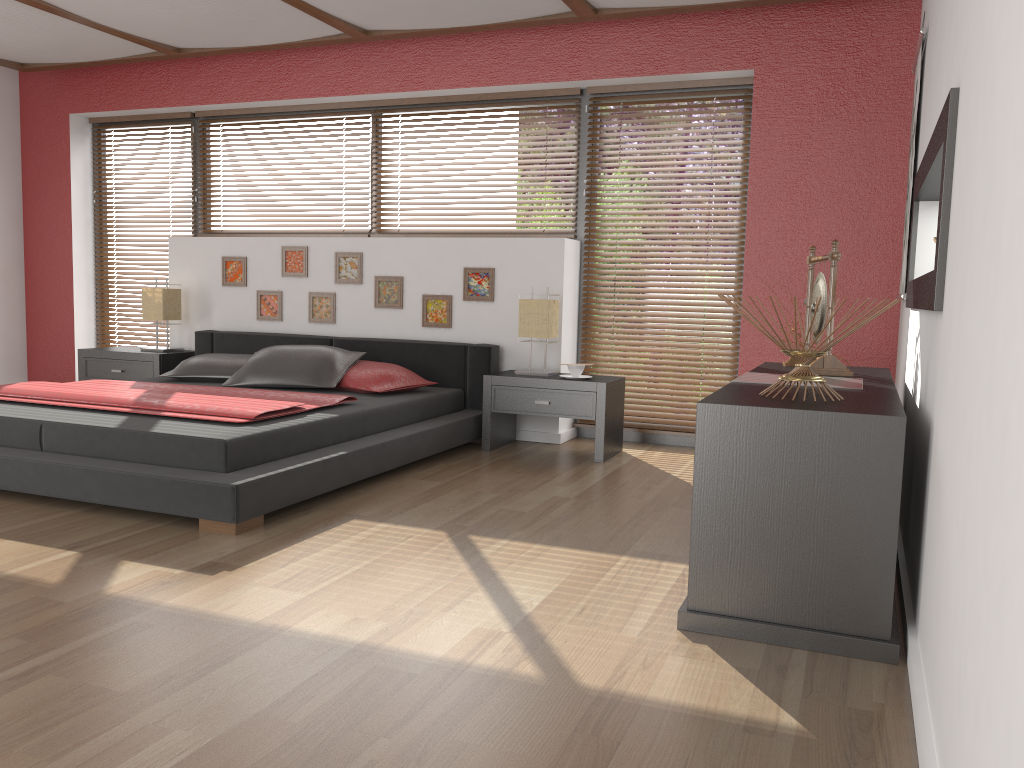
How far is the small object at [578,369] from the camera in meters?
4.8

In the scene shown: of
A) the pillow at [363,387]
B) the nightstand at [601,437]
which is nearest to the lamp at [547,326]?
the nightstand at [601,437]

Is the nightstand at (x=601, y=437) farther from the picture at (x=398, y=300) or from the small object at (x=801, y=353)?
the small object at (x=801, y=353)

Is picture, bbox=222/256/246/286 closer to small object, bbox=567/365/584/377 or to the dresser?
small object, bbox=567/365/584/377

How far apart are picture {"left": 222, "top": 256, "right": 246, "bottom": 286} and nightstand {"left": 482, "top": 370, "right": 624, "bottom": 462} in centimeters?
208cm

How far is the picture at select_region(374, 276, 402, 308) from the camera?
5.53m

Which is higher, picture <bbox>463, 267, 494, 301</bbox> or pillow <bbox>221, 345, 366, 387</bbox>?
picture <bbox>463, 267, 494, 301</bbox>

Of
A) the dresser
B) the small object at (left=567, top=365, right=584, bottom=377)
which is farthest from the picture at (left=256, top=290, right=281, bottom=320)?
the dresser

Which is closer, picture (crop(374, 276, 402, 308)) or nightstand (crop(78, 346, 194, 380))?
picture (crop(374, 276, 402, 308))

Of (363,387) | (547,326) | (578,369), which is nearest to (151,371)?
(363,387)
